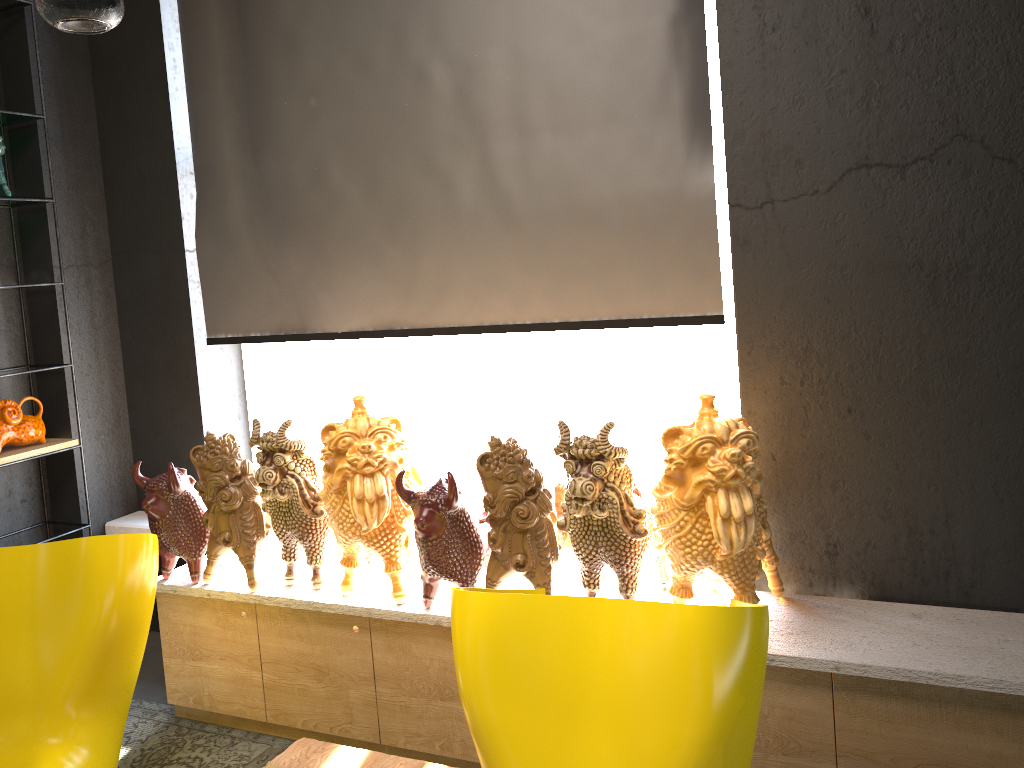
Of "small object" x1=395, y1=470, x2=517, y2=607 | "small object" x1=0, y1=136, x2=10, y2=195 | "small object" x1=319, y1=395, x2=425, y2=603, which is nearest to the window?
"small object" x1=319, y1=395, x2=425, y2=603

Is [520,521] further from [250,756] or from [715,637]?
[250,756]

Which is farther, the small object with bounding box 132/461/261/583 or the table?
the small object with bounding box 132/461/261/583

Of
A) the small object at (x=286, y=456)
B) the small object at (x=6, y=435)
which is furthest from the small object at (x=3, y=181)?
the small object at (x=286, y=456)

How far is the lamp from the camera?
6.4m

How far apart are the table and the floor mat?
0.6 meters

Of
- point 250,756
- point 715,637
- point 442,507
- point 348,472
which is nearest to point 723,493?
point 715,637

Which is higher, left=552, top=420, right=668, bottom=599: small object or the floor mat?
left=552, top=420, right=668, bottom=599: small object

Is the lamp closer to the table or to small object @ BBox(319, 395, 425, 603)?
small object @ BBox(319, 395, 425, 603)

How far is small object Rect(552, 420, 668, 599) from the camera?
2.37m
